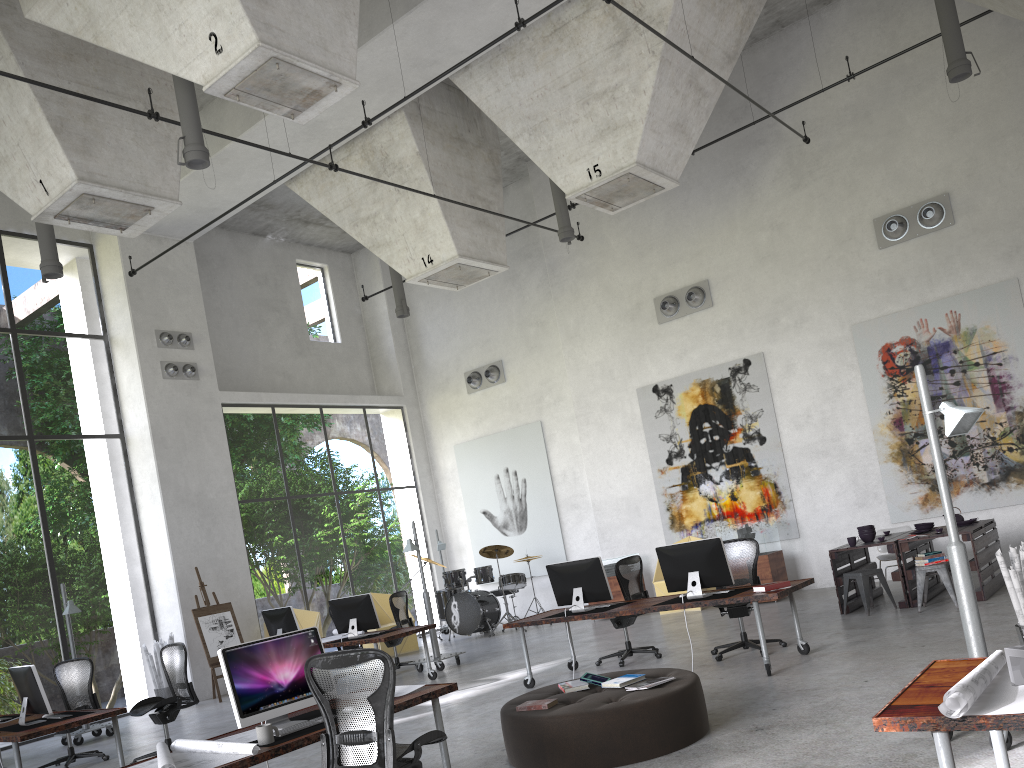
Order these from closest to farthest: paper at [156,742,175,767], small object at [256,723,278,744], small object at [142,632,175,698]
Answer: paper at [156,742,175,767] < small object at [256,723,278,744] < small object at [142,632,175,698]

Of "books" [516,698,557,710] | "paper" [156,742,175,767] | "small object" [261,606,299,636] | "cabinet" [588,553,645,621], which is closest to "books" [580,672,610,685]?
"books" [516,698,557,710]

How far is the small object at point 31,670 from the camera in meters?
7.8 m

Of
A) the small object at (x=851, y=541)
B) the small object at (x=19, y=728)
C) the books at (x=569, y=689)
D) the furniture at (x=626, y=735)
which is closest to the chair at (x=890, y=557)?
the small object at (x=851, y=541)

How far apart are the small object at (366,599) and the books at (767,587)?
5.2m

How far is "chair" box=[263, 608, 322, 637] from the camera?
14.80m

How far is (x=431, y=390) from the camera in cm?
1922

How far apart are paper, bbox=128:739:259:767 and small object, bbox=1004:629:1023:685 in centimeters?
343cm

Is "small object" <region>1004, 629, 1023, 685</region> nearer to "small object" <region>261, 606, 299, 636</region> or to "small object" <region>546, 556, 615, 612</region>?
"small object" <region>546, 556, 615, 612</region>

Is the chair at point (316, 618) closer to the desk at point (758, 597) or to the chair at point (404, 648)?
the chair at point (404, 648)
